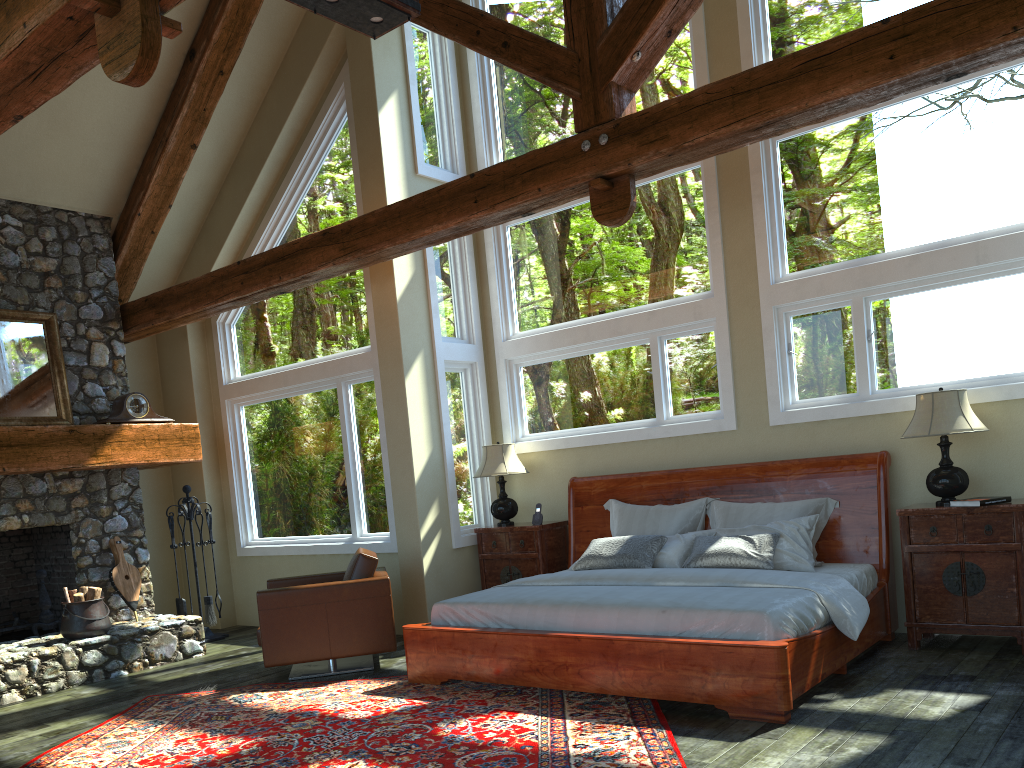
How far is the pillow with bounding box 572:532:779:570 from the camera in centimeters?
588cm

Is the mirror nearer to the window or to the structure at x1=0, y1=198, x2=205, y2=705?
the structure at x1=0, y1=198, x2=205, y2=705

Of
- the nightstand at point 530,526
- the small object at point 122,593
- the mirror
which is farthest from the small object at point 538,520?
the mirror

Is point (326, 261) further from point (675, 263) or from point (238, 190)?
point (675, 263)

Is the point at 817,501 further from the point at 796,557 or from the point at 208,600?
the point at 208,600

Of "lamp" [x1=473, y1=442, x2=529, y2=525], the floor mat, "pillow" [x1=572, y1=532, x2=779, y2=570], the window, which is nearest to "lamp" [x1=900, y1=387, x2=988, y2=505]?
the window

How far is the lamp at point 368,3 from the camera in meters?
4.6

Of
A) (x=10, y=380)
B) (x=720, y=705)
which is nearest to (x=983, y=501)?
(x=720, y=705)

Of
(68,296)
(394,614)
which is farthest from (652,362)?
(68,296)

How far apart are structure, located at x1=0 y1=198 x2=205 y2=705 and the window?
0.8m
